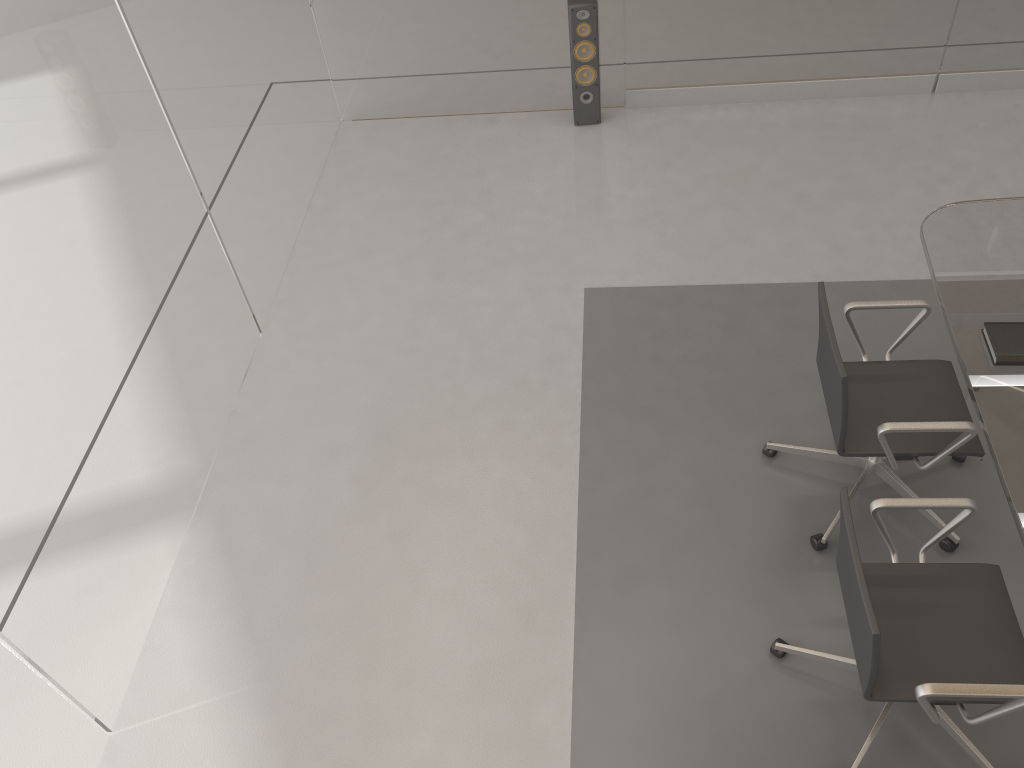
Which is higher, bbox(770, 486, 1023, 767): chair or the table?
the table

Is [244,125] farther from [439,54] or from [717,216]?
[717,216]

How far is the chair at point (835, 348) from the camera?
2.7 meters

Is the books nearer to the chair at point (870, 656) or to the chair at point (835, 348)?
the chair at point (835, 348)

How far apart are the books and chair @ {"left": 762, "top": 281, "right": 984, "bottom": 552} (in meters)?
0.20

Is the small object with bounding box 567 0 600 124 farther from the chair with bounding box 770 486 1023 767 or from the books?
the chair with bounding box 770 486 1023 767

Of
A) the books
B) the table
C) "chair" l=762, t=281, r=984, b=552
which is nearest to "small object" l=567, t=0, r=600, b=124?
the table

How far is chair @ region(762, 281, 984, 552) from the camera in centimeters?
268cm

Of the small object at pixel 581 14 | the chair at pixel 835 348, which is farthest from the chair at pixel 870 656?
the small object at pixel 581 14

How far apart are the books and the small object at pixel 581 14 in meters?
2.8
